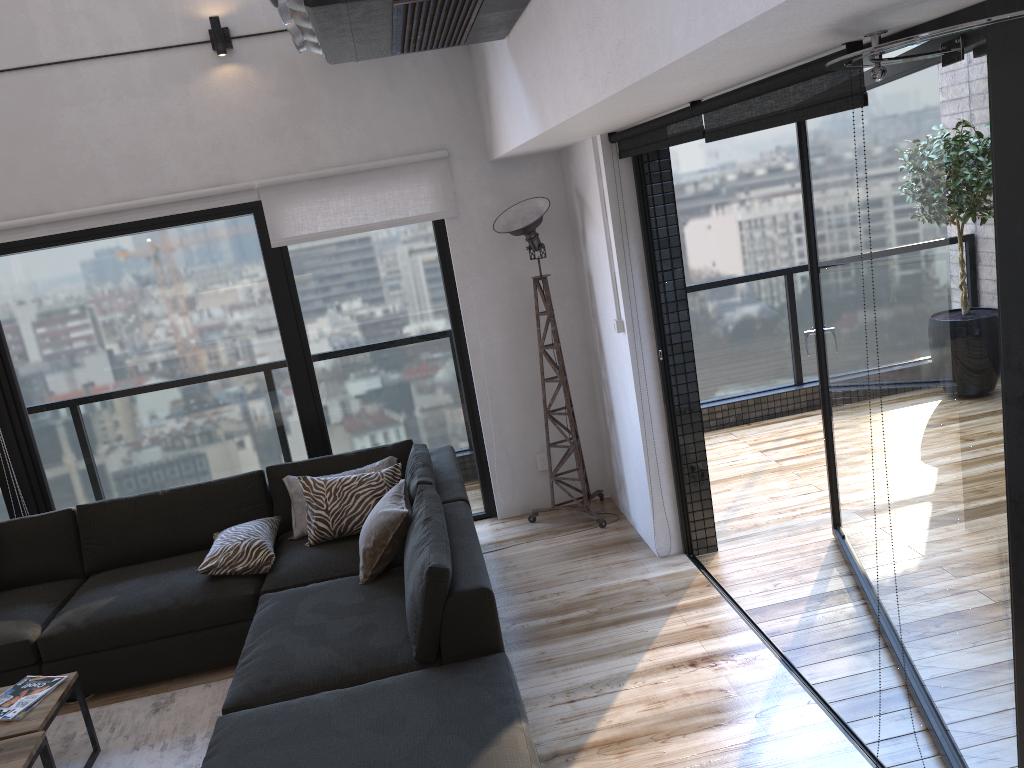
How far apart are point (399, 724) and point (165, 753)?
1.3m

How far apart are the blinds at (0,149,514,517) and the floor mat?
2.3m

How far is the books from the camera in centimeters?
316cm

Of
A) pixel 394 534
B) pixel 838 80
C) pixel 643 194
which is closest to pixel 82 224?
pixel 394 534

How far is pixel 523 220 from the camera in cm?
469

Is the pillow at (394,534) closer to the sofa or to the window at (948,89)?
the sofa

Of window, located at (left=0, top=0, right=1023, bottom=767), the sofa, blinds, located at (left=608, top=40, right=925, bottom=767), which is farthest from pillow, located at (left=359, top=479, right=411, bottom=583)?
blinds, located at (left=608, top=40, right=925, bottom=767)

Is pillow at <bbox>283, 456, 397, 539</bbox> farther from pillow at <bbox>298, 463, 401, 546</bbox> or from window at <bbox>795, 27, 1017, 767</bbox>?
window at <bbox>795, 27, 1017, 767</bbox>

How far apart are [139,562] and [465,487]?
1.83m

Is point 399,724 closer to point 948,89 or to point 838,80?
point 838,80
